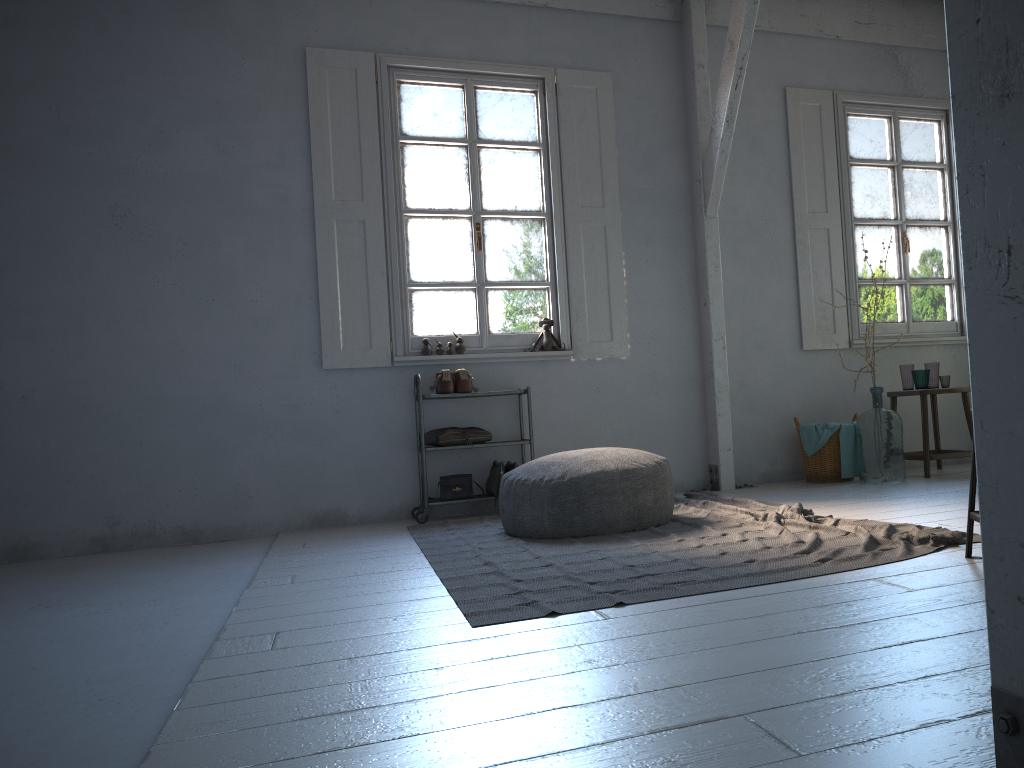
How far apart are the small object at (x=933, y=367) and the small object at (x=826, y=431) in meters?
0.9 m

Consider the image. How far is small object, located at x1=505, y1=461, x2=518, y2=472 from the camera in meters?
6.2 m

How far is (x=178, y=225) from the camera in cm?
616

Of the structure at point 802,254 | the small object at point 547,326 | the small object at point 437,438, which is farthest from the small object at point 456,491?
the structure at point 802,254

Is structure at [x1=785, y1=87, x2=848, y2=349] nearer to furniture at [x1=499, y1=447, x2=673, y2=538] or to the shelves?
the shelves

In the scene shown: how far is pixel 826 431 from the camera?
6.5 meters

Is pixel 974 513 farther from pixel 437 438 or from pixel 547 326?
pixel 547 326

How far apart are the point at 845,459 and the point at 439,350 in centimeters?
309cm

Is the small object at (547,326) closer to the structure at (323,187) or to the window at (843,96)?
the structure at (323,187)

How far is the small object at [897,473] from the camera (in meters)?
6.17
